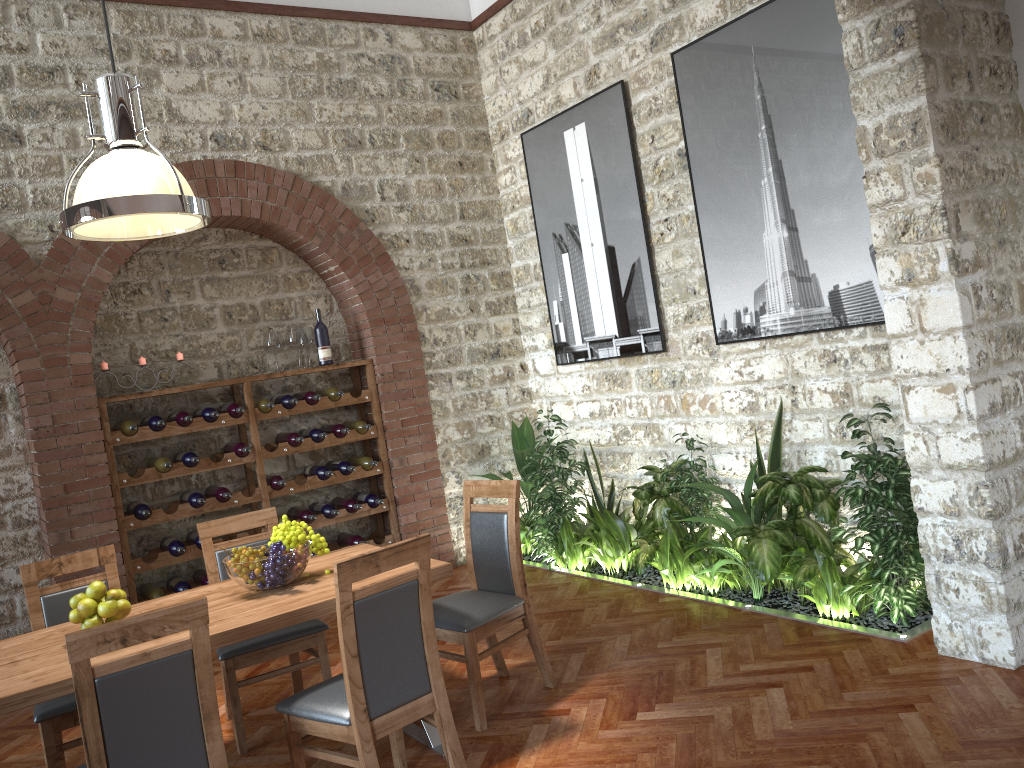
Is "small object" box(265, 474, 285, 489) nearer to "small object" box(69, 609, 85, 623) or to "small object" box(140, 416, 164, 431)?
"small object" box(140, 416, 164, 431)

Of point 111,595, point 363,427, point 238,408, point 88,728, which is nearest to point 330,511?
point 363,427

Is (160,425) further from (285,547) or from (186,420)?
(285,547)

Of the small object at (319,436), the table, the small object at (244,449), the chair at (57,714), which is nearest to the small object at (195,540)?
the small object at (244,449)

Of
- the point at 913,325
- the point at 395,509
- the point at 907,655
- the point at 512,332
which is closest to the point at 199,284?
the point at 395,509

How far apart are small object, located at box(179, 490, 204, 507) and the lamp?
2.65m

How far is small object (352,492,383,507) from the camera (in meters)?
6.61

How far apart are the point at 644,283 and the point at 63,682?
4.28m

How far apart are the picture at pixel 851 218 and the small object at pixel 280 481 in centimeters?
310cm

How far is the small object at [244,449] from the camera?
6.0 meters
